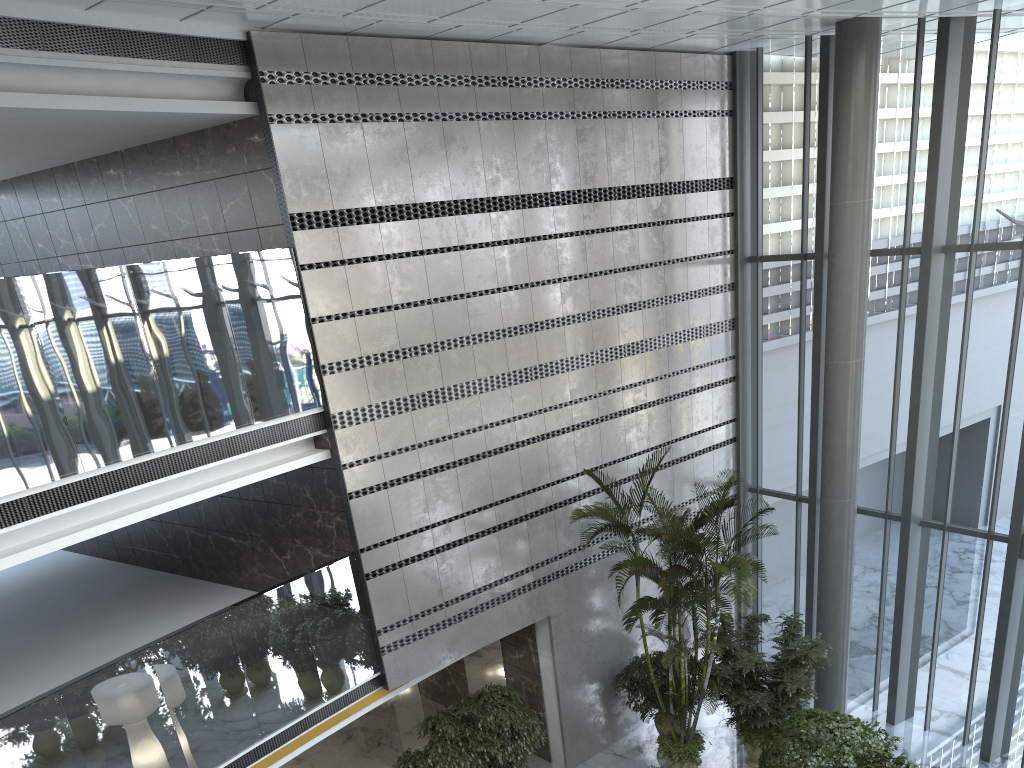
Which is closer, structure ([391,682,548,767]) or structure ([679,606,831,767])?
structure ([391,682,548,767])

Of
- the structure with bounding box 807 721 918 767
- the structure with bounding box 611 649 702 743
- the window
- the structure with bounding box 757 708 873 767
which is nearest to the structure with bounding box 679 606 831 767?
the structure with bounding box 757 708 873 767

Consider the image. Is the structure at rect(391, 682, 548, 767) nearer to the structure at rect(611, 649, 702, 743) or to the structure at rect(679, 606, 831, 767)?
the structure at rect(611, 649, 702, 743)

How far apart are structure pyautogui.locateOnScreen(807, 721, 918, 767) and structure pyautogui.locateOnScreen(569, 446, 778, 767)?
1.59m

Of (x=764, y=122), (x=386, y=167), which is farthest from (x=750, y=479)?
(x=386, y=167)

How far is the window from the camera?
10.20m

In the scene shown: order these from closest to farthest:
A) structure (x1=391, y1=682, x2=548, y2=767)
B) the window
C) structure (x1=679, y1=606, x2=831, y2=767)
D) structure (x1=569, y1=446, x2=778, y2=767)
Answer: structure (x1=391, y1=682, x2=548, y2=767) → structure (x1=569, y1=446, x2=778, y2=767) → structure (x1=679, y1=606, x2=831, y2=767) → the window

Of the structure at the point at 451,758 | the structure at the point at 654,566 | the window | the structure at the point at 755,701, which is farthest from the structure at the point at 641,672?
the window

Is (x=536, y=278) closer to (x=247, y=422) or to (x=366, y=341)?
(x=366, y=341)

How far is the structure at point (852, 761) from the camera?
8.1 meters
